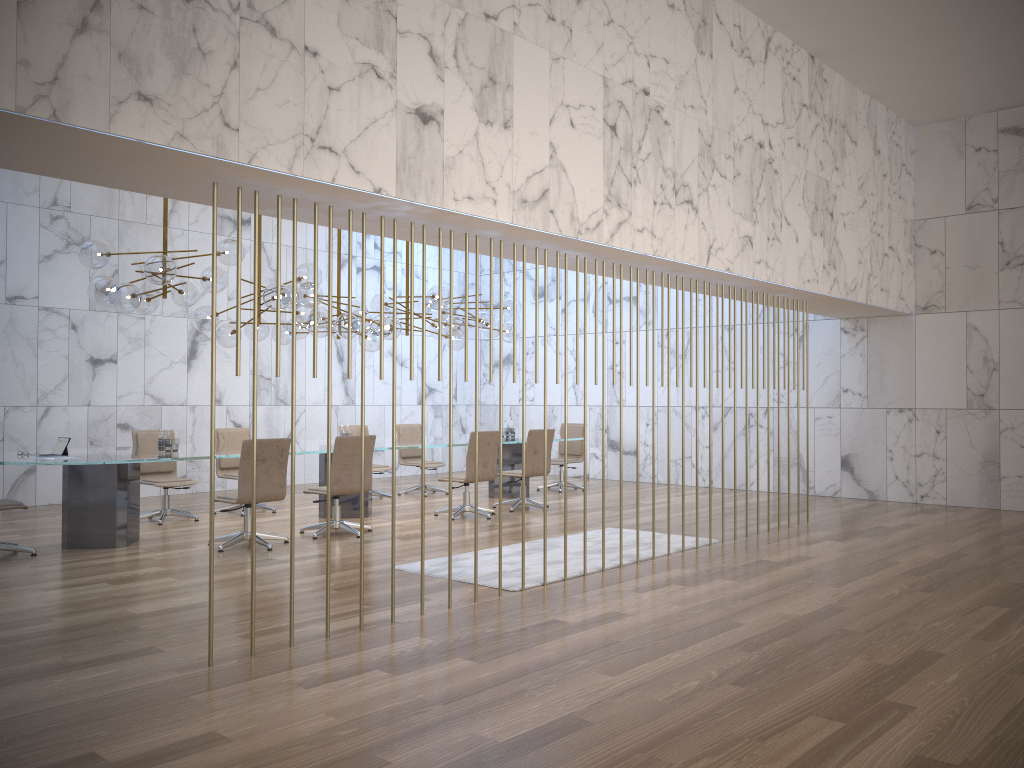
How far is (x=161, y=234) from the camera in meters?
12.4 m

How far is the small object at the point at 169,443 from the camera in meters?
8.6

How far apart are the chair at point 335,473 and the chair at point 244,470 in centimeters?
57cm

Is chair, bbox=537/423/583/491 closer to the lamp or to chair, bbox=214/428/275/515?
the lamp

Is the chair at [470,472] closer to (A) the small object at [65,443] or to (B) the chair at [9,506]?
(A) the small object at [65,443]

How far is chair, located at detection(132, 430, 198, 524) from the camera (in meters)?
9.65

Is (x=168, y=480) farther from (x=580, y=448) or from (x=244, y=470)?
(x=580, y=448)

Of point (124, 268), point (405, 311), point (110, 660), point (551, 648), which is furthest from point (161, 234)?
point (551, 648)

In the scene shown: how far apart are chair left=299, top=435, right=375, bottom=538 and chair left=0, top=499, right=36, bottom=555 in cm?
255

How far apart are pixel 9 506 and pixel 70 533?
Answer: 0.64m
